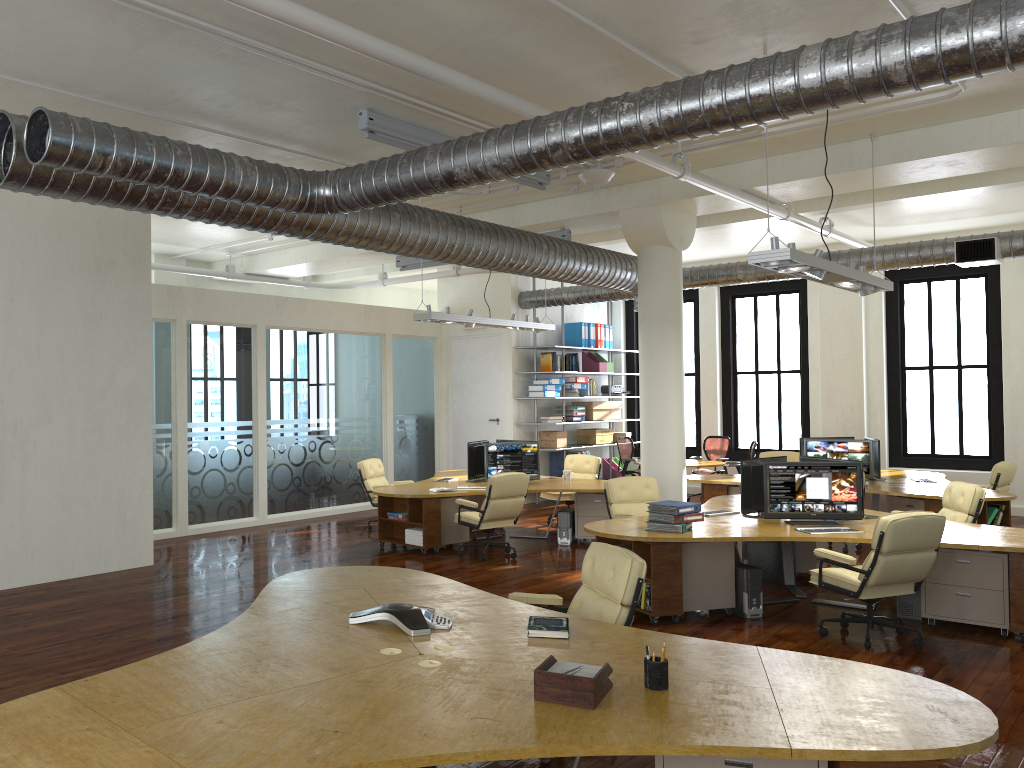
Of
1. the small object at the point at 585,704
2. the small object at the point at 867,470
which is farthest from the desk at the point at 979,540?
the small object at the point at 585,704

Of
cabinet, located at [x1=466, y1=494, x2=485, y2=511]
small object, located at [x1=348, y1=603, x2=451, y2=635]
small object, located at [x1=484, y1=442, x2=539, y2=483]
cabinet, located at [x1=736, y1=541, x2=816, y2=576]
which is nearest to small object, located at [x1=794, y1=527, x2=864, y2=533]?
cabinet, located at [x1=736, y1=541, x2=816, y2=576]

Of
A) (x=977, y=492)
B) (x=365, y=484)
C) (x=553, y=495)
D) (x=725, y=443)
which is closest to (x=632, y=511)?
(x=977, y=492)

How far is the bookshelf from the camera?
15.5m

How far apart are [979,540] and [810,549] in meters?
2.2 m

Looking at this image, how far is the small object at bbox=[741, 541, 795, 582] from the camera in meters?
8.9

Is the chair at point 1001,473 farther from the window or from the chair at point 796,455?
the window

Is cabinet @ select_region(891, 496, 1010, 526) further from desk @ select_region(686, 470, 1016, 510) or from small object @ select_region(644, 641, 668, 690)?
small object @ select_region(644, 641, 668, 690)

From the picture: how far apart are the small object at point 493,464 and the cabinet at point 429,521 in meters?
0.8

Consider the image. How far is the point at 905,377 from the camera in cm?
1478
